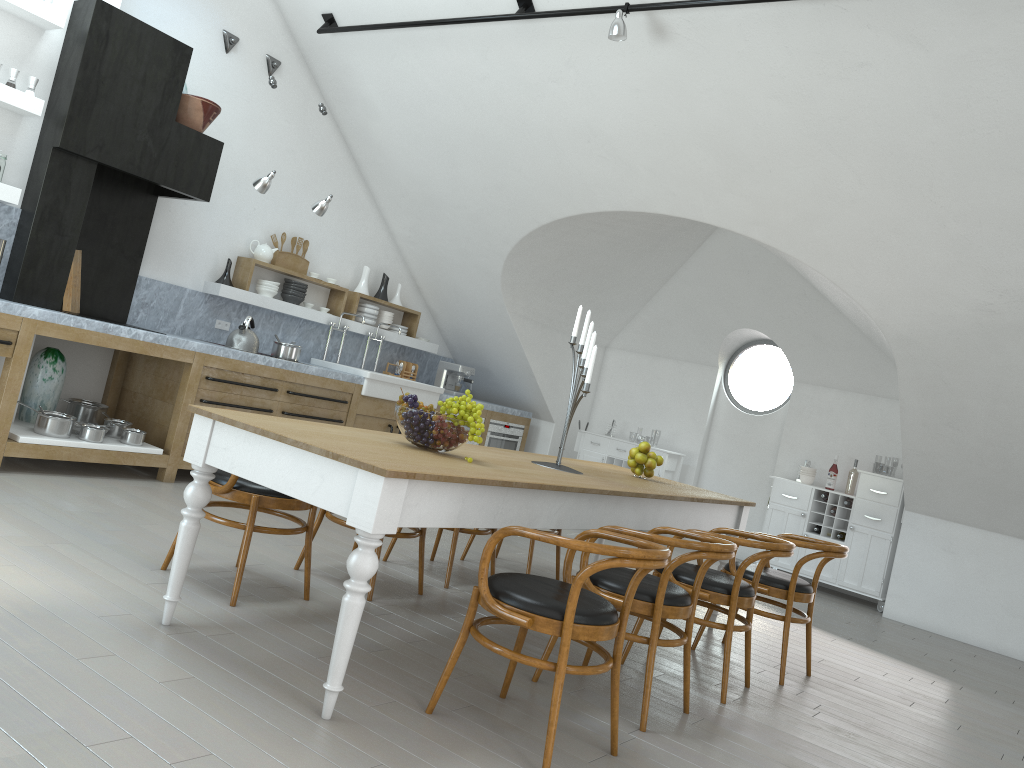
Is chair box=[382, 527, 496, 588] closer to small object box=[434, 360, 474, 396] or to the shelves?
the shelves

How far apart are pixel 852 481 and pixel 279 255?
5.5m

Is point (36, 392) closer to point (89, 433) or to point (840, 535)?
point (89, 433)

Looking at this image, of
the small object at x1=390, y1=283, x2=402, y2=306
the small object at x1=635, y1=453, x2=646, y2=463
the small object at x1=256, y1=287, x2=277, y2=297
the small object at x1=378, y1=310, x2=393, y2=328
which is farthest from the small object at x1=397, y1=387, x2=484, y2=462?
the small object at x1=390, y1=283, x2=402, y2=306

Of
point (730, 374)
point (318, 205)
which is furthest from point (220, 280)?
point (730, 374)

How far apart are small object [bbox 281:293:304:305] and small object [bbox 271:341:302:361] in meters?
0.7 m

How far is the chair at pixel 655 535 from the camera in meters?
3.3

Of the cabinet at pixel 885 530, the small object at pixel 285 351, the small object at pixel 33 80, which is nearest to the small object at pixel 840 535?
the cabinet at pixel 885 530

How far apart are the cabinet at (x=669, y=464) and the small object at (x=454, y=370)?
1.4 meters

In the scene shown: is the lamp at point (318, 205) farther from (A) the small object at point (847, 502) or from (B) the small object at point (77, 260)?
(A) the small object at point (847, 502)
